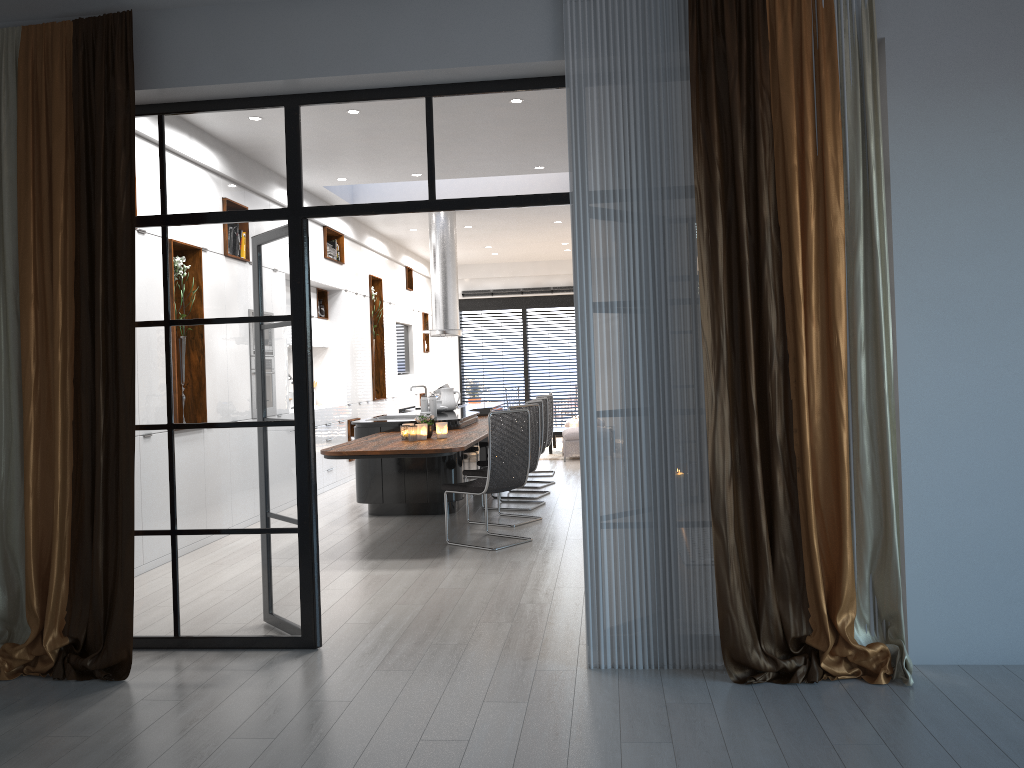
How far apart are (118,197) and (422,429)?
3.4m

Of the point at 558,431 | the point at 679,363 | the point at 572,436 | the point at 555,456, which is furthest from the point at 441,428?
the point at 558,431

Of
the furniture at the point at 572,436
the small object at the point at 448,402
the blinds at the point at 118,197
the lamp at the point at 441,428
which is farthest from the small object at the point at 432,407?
the blinds at the point at 118,197

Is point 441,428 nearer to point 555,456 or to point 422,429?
point 422,429

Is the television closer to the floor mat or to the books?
the floor mat

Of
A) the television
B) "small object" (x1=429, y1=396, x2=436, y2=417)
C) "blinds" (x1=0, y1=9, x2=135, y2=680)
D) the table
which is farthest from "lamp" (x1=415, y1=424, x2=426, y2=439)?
the television

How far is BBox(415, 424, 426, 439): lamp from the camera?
7.0 meters

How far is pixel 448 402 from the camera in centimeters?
979cm

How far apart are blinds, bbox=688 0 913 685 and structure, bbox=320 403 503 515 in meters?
2.8

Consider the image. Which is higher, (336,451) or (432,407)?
(432,407)
